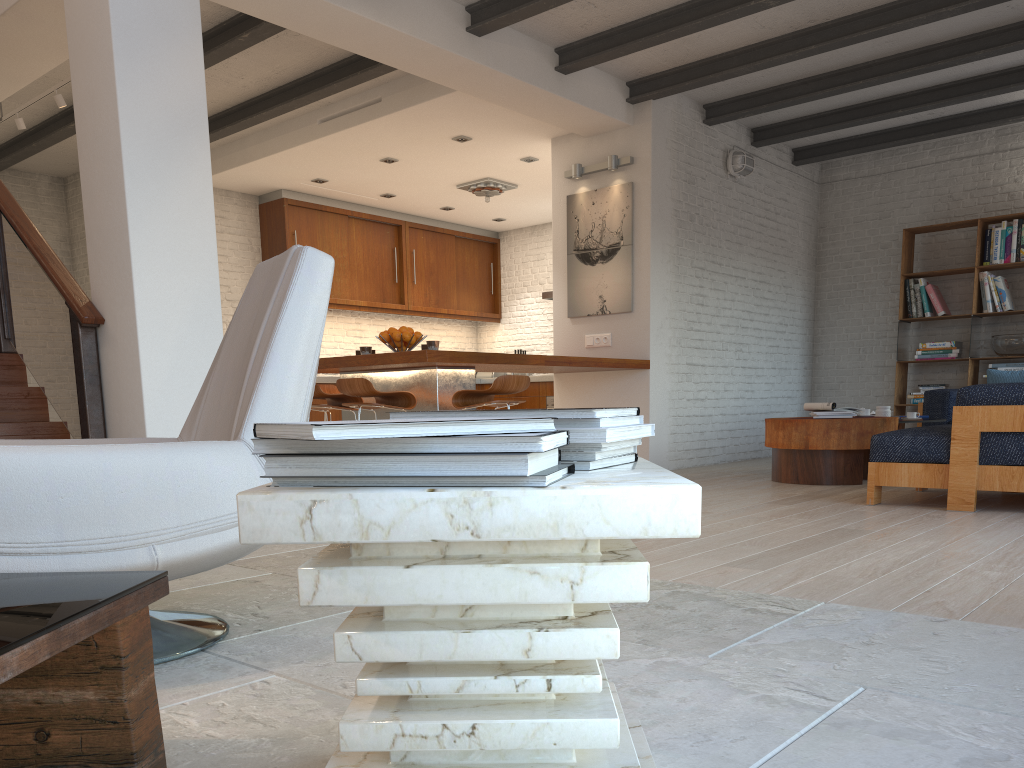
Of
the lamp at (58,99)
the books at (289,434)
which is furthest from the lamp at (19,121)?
the books at (289,434)

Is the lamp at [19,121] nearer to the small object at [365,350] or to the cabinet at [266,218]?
the cabinet at [266,218]

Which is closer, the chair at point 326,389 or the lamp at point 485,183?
the chair at point 326,389

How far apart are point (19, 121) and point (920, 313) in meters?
8.3 m

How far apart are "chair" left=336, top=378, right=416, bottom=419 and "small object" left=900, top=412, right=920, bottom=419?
3.8 meters

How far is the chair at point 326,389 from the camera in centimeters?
705cm

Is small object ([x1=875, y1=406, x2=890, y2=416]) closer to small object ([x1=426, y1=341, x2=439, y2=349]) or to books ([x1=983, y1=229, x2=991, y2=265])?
books ([x1=983, y1=229, x2=991, y2=265])

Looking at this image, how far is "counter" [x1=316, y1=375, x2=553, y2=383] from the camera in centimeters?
946cm

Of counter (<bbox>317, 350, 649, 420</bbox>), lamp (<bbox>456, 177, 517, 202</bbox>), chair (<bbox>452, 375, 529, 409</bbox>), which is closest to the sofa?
Result: chair (<bbox>452, 375, 529, 409</bbox>)

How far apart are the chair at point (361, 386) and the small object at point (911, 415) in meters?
3.8
